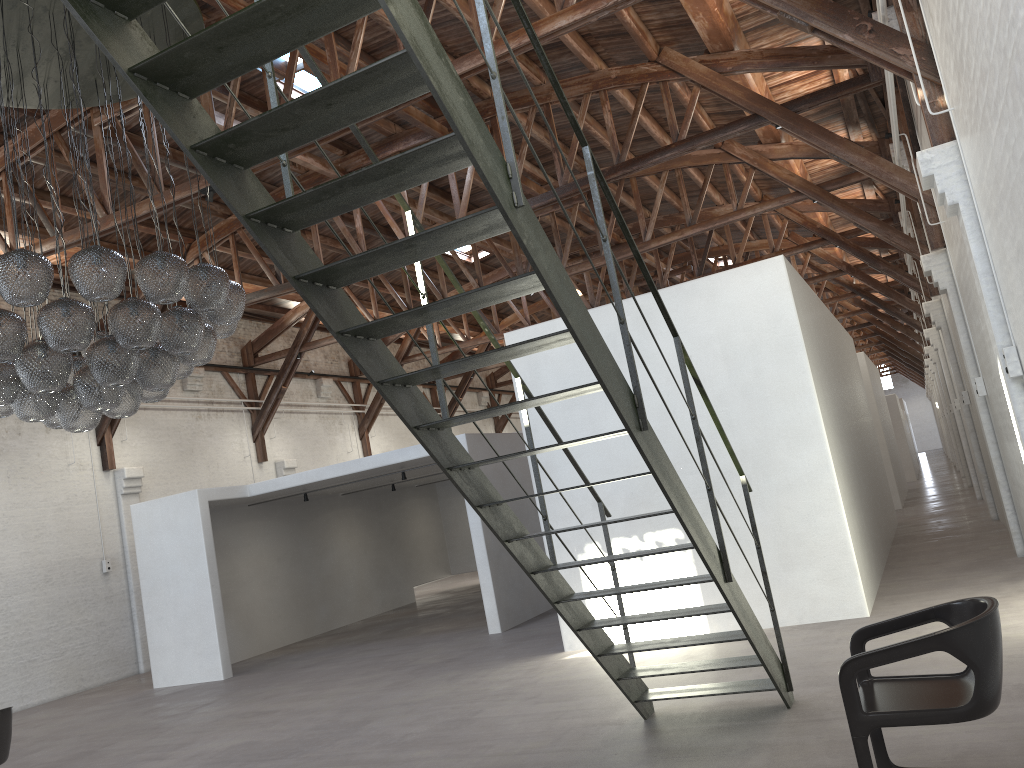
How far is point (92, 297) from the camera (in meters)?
5.89

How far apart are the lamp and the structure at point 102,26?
2.6m

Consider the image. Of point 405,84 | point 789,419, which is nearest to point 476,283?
point 789,419

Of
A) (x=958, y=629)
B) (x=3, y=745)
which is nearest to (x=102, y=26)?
(x=958, y=629)

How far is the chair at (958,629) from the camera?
3.3 meters

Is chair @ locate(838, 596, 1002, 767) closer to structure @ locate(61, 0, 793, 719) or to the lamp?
structure @ locate(61, 0, 793, 719)

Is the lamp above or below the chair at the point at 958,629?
above

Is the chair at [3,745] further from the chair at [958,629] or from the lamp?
the chair at [958,629]

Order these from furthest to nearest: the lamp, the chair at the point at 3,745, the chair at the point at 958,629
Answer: the chair at the point at 3,745
the lamp
the chair at the point at 958,629

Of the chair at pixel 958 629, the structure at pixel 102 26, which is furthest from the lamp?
the chair at pixel 958 629
